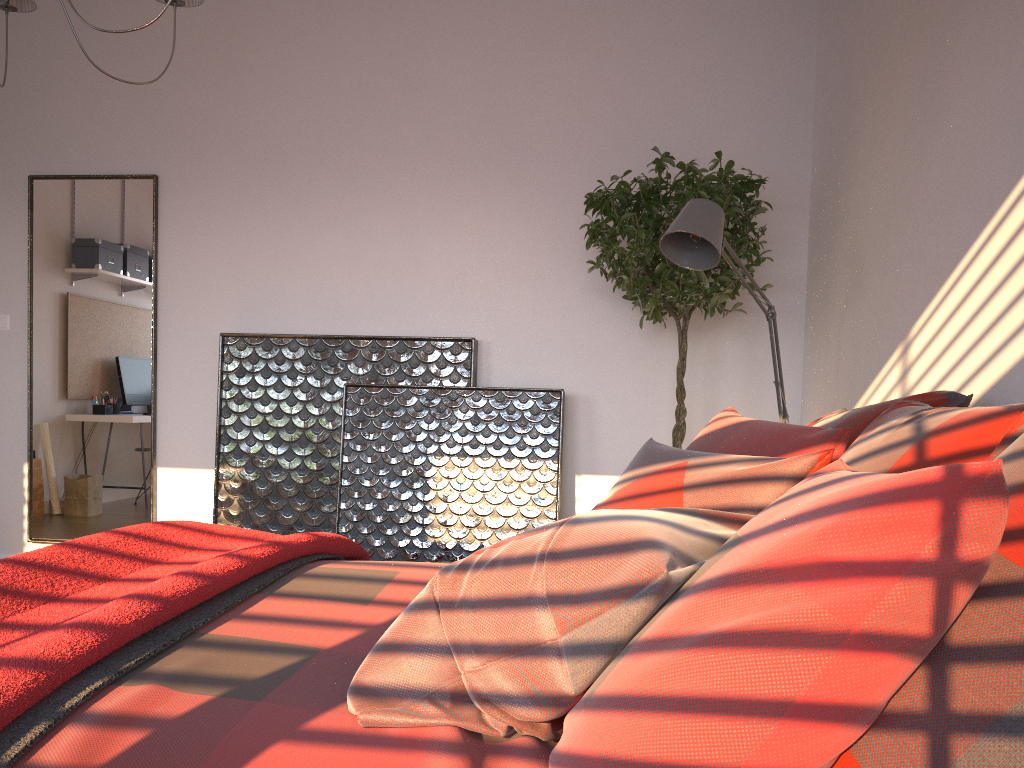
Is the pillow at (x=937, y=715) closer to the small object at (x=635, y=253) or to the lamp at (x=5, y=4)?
the small object at (x=635, y=253)

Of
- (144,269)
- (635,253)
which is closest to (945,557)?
(635,253)

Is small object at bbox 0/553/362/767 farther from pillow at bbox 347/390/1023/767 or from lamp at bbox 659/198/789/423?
lamp at bbox 659/198/789/423

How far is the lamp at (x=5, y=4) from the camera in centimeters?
270cm

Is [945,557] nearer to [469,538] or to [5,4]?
[5,4]

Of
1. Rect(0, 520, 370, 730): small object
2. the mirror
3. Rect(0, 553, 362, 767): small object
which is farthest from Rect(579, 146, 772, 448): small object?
the mirror

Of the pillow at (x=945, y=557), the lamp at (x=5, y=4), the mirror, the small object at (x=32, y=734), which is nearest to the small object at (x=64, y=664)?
the small object at (x=32, y=734)

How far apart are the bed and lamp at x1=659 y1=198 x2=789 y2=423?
1.2 meters

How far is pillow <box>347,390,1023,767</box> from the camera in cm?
84

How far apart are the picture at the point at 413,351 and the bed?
1.92m
